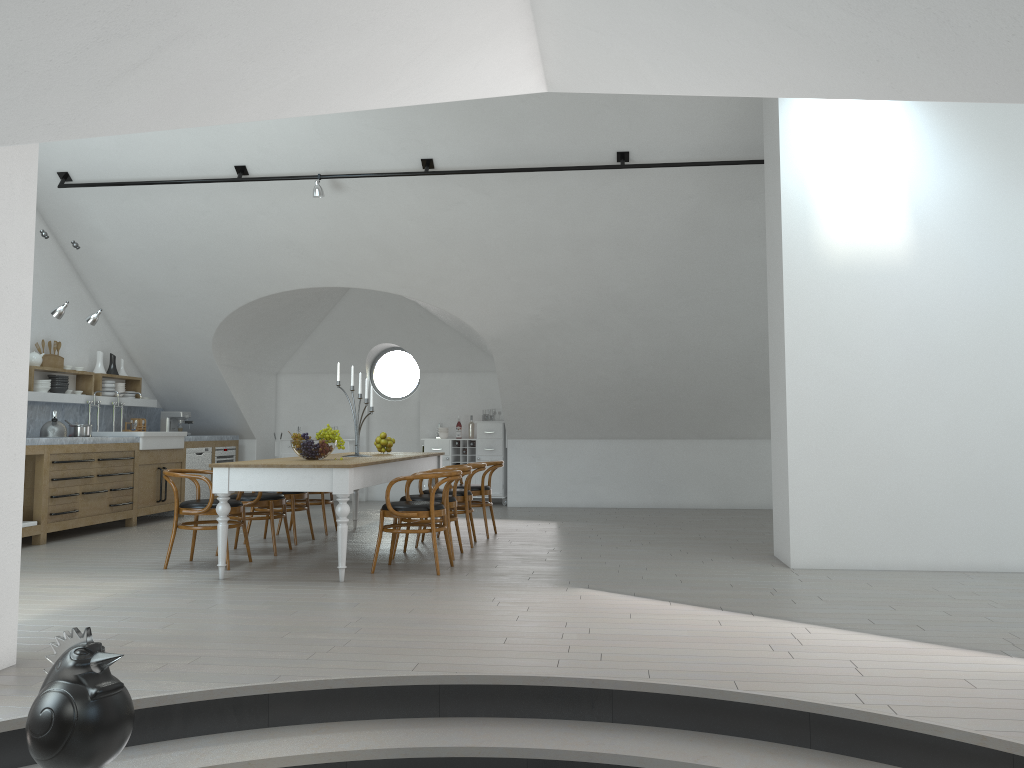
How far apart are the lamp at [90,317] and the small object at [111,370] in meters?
1.8

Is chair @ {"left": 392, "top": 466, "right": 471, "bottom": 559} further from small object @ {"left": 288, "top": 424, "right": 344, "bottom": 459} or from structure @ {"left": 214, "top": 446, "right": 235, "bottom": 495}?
structure @ {"left": 214, "top": 446, "right": 235, "bottom": 495}

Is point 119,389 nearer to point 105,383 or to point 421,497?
point 105,383

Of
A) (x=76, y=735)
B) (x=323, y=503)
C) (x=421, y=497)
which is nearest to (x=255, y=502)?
(x=421, y=497)

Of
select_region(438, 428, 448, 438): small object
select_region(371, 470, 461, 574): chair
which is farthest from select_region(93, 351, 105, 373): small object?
select_region(371, 470, 461, 574): chair

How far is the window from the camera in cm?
4852

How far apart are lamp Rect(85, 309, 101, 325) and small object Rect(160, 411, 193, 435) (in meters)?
2.67

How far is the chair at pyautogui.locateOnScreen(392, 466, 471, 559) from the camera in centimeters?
716cm

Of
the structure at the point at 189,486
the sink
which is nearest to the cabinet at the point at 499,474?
the structure at the point at 189,486

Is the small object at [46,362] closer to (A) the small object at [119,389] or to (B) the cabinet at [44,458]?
(A) the small object at [119,389]
